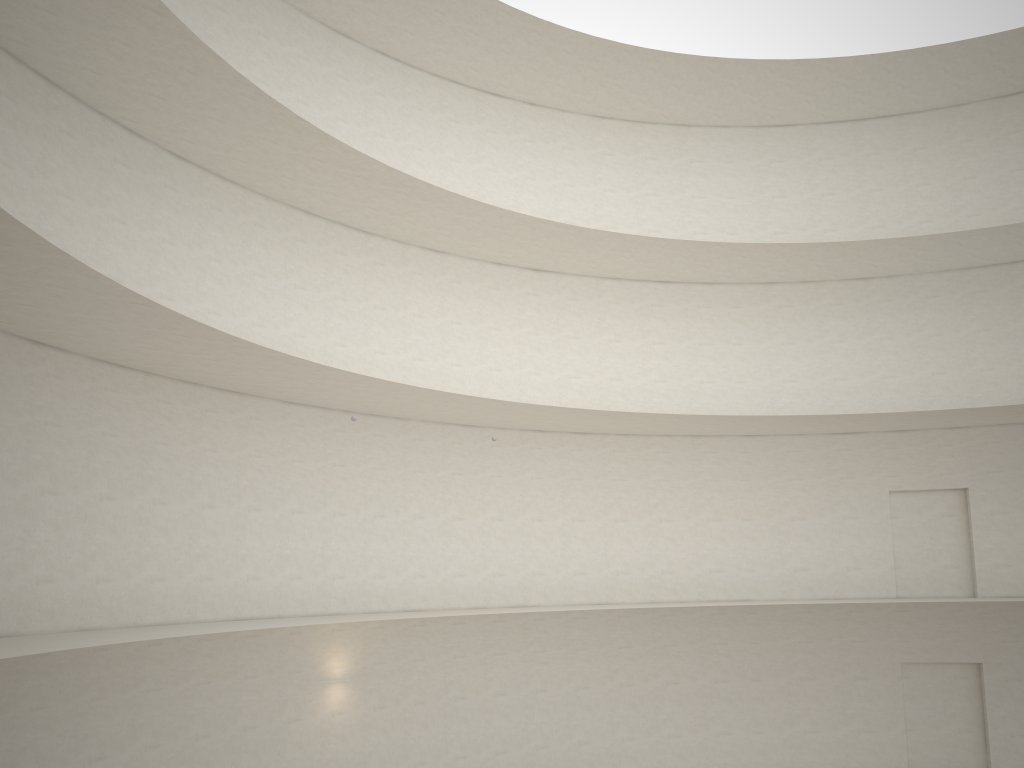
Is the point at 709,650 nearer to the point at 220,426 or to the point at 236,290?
the point at 220,426
